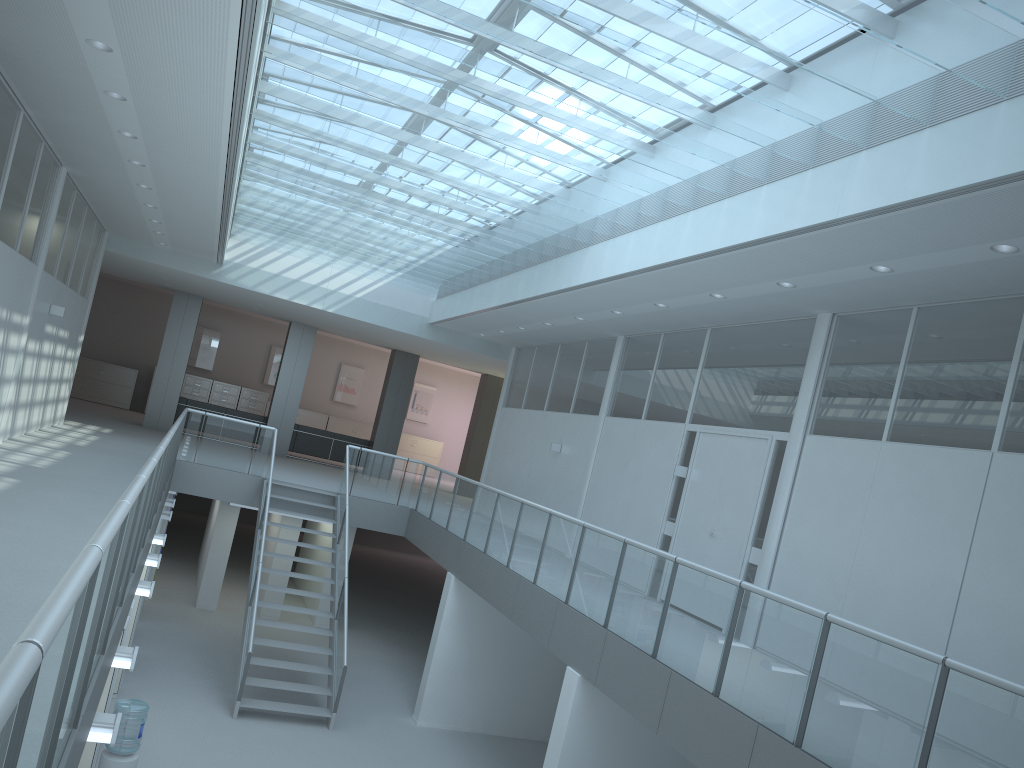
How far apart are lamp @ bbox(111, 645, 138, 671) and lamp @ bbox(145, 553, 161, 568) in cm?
288

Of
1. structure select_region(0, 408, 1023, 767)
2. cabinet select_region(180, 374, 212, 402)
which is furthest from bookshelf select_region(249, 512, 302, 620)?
cabinet select_region(180, 374, 212, 402)

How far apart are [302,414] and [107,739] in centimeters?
2020cm

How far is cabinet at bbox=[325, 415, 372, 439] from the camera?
24.0 meters

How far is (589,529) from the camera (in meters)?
7.56

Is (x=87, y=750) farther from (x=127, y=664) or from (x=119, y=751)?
(x=127, y=664)

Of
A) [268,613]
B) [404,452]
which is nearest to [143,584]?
[268,613]

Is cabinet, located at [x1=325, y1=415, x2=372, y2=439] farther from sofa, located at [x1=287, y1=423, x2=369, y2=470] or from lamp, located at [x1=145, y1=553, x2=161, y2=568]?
lamp, located at [x1=145, y1=553, x2=161, y2=568]

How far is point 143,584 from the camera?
6.7 meters

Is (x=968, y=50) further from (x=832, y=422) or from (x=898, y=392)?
(x=832, y=422)
